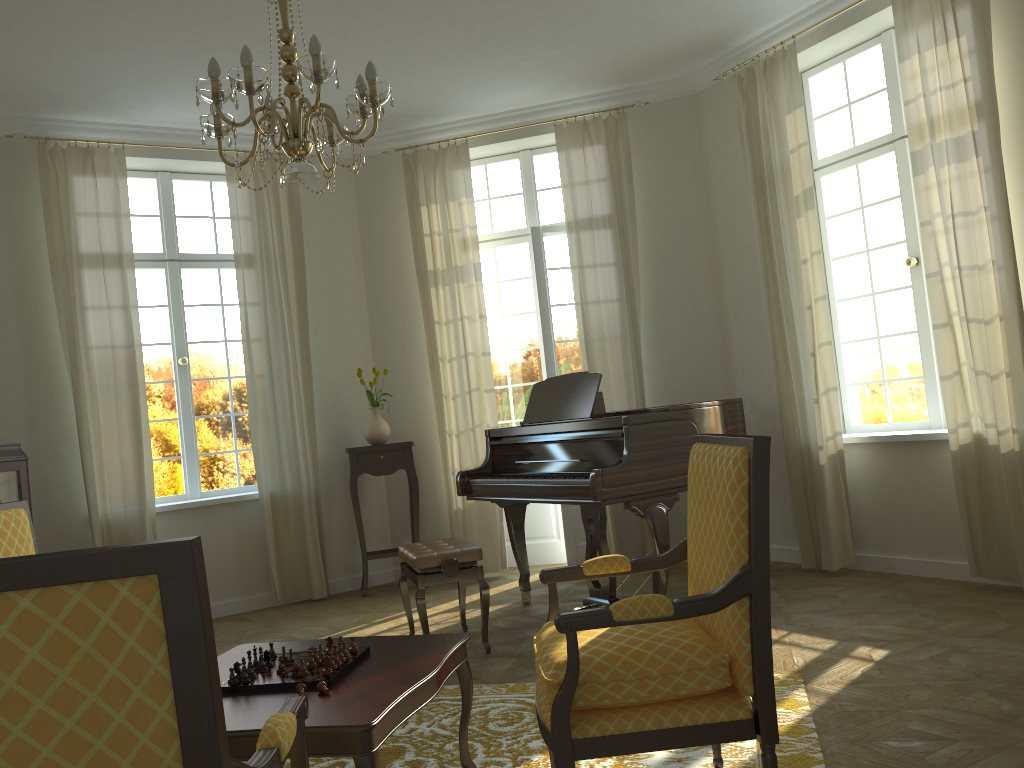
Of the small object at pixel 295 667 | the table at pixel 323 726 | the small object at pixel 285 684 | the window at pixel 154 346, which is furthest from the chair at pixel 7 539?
the window at pixel 154 346

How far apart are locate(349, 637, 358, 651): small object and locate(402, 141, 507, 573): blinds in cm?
Result: 396

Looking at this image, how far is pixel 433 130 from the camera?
7.1 meters

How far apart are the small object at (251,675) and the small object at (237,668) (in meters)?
0.04

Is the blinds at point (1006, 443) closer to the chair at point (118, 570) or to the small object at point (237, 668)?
the small object at point (237, 668)

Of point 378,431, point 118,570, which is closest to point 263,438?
point 378,431

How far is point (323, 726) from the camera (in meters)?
Answer: 2.21

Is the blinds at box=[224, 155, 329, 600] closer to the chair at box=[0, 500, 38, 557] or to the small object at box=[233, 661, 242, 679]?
the chair at box=[0, 500, 38, 557]

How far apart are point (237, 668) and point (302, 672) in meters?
0.2

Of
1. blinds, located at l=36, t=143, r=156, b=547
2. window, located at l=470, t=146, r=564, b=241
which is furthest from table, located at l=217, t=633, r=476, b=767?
window, located at l=470, t=146, r=564, b=241
